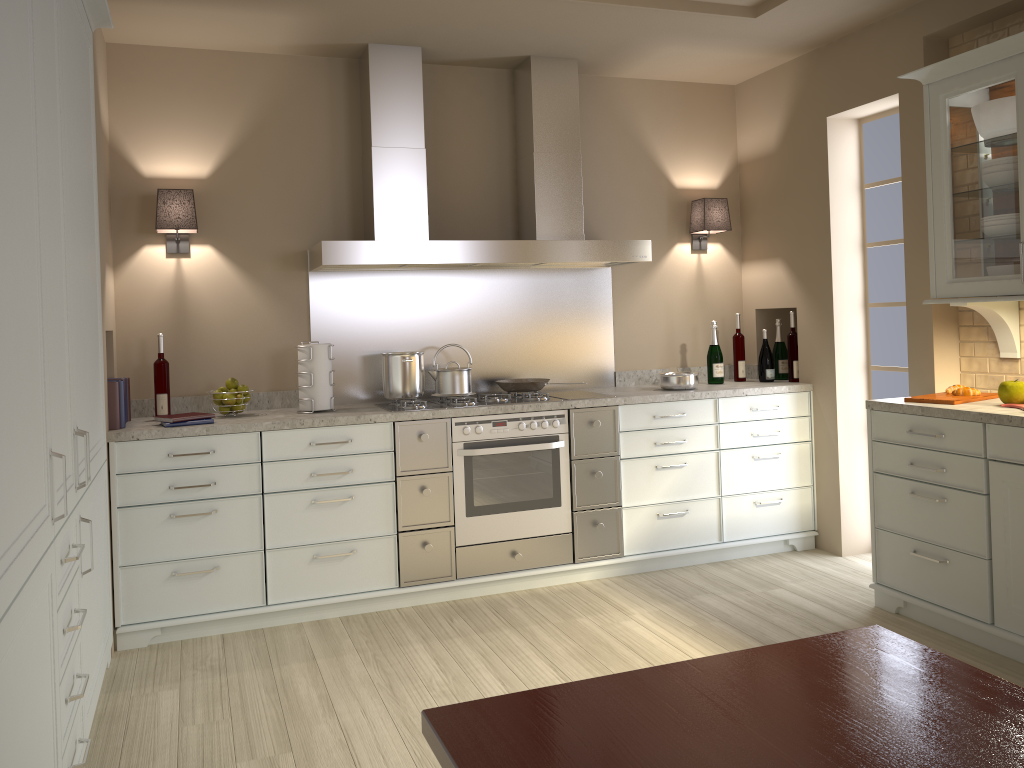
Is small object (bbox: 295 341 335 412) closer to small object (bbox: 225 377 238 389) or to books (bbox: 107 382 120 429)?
small object (bbox: 225 377 238 389)

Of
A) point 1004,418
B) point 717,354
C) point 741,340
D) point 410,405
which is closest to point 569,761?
point 1004,418

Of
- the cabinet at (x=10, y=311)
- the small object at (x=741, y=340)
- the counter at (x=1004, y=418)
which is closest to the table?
the cabinet at (x=10, y=311)

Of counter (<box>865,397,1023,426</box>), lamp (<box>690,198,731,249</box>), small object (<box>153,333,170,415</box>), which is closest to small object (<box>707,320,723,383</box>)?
lamp (<box>690,198,731,249</box>)

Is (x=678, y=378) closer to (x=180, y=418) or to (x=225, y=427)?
(x=225, y=427)

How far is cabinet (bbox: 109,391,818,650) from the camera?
3.4 meters

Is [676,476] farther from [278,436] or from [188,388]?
[188,388]

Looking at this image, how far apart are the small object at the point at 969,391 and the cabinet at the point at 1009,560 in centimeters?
25cm

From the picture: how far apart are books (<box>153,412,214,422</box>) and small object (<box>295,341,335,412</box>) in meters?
0.4

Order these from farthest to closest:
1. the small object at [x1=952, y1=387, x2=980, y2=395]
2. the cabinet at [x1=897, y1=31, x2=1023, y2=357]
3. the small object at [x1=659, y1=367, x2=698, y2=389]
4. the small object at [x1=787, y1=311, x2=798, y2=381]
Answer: the small object at [x1=787, y1=311, x2=798, y2=381], the small object at [x1=659, y1=367, x2=698, y2=389], the small object at [x1=952, y1=387, x2=980, y2=395], the cabinet at [x1=897, y1=31, x2=1023, y2=357]
